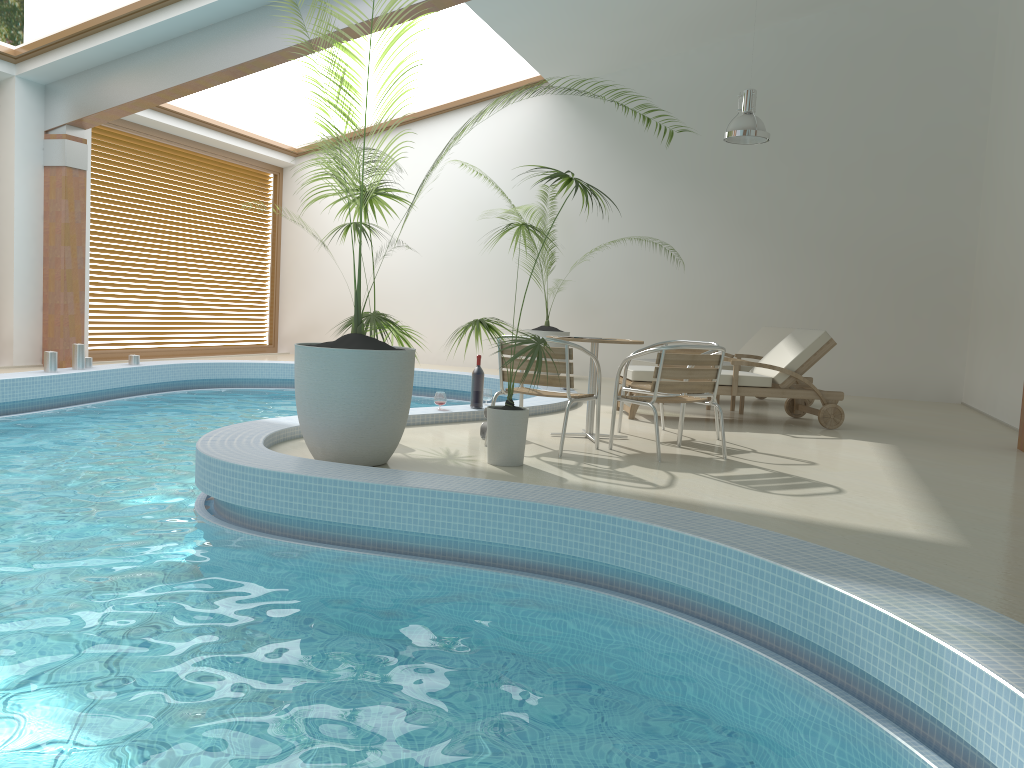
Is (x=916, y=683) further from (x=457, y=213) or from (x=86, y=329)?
(x=457, y=213)

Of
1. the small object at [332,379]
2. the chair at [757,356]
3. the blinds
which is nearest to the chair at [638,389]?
the small object at [332,379]

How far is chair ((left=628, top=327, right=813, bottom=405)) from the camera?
9.6 meters

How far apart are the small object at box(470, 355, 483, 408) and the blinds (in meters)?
6.67

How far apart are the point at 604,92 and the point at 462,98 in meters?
2.2 m

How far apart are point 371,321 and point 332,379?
0.92m

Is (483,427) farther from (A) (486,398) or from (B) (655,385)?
(A) (486,398)

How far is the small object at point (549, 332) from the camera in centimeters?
1190cm

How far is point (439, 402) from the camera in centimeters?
699cm

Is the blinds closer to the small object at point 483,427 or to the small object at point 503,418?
the small object at point 483,427
